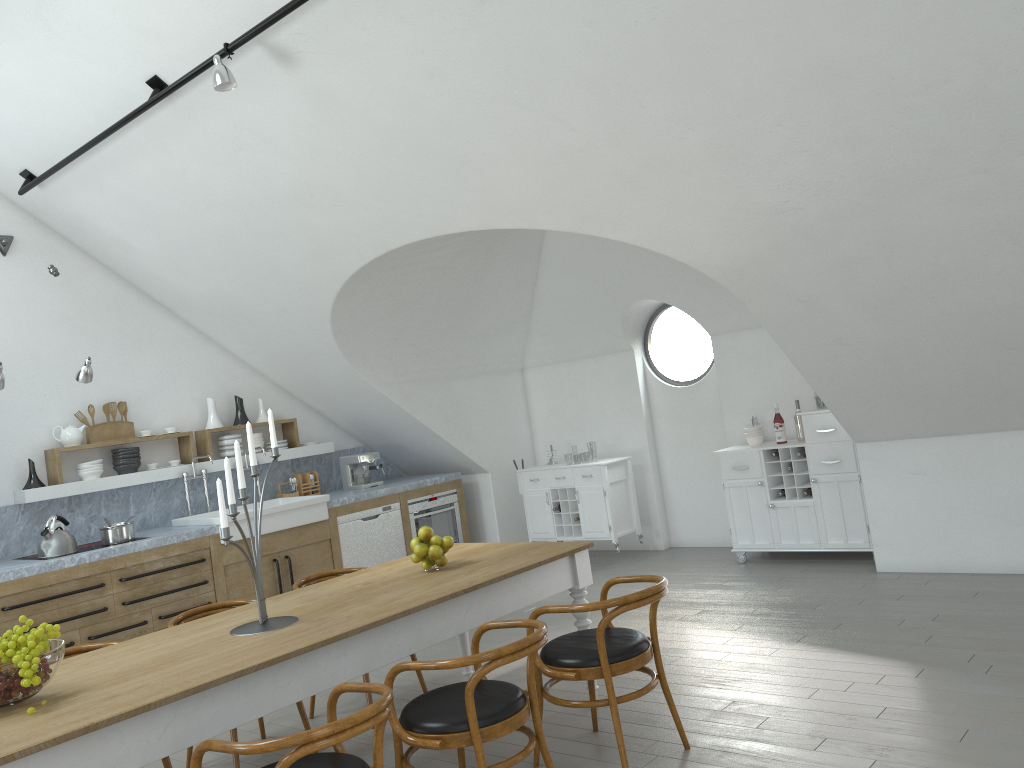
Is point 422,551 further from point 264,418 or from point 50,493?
point 264,418

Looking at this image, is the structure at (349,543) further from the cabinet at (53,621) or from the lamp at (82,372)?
the lamp at (82,372)

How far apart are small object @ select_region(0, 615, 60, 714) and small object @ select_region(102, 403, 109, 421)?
4.3m

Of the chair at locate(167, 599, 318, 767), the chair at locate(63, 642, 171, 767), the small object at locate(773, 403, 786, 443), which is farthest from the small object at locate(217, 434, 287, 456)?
the small object at locate(773, 403, 786, 443)

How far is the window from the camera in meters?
21.2 m

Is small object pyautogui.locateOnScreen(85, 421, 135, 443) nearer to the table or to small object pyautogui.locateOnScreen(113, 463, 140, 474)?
small object pyautogui.locateOnScreen(113, 463, 140, 474)

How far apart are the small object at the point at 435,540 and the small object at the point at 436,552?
0.0 meters

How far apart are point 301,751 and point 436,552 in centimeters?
176cm

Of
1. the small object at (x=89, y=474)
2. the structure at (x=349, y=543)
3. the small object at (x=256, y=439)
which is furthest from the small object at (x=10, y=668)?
the small object at (x=256, y=439)

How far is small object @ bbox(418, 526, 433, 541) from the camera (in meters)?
4.22
